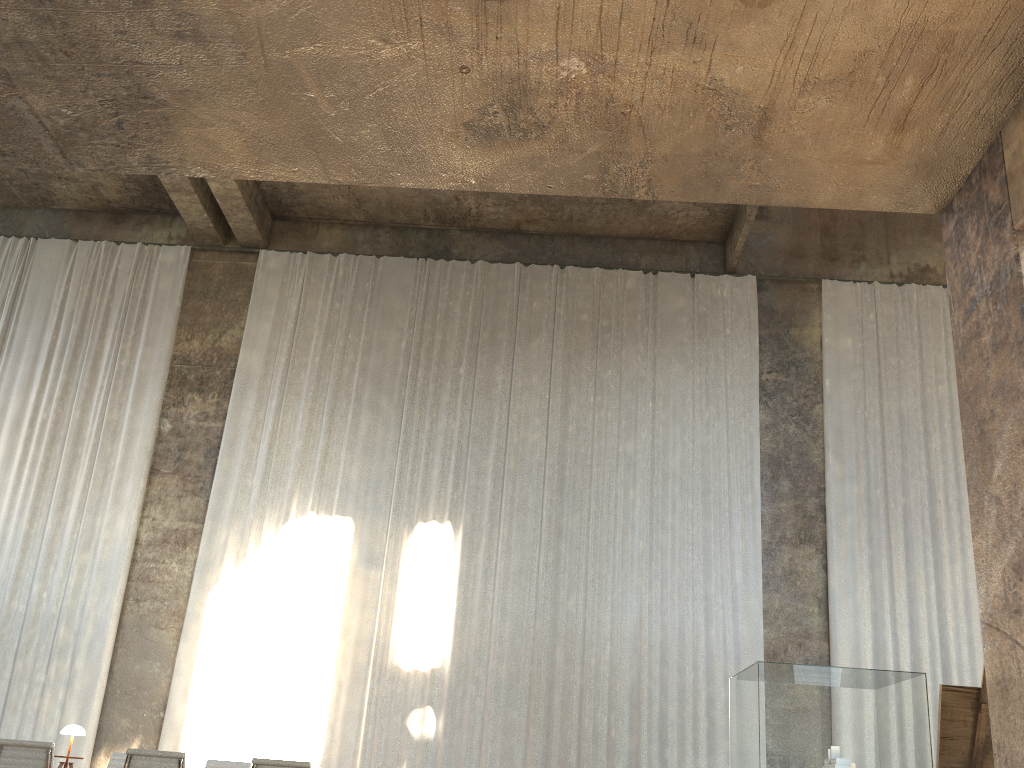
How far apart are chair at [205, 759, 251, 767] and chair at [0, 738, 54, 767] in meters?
2.0 m

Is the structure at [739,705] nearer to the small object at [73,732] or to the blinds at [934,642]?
the blinds at [934,642]

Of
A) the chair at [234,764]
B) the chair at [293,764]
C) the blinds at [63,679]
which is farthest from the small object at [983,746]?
the blinds at [63,679]

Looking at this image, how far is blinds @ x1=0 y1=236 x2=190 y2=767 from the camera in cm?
1136

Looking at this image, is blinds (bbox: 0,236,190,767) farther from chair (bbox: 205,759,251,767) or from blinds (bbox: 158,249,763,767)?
chair (bbox: 205,759,251,767)

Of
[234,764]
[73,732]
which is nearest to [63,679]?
[73,732]

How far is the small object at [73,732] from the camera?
8.9m

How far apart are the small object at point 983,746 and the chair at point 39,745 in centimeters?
561cm

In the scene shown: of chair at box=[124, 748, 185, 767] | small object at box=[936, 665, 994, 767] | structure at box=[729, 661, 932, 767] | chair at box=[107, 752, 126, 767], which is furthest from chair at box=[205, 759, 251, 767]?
structure at box=[729, 661, 932, 767]

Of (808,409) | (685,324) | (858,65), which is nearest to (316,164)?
(858,65)
